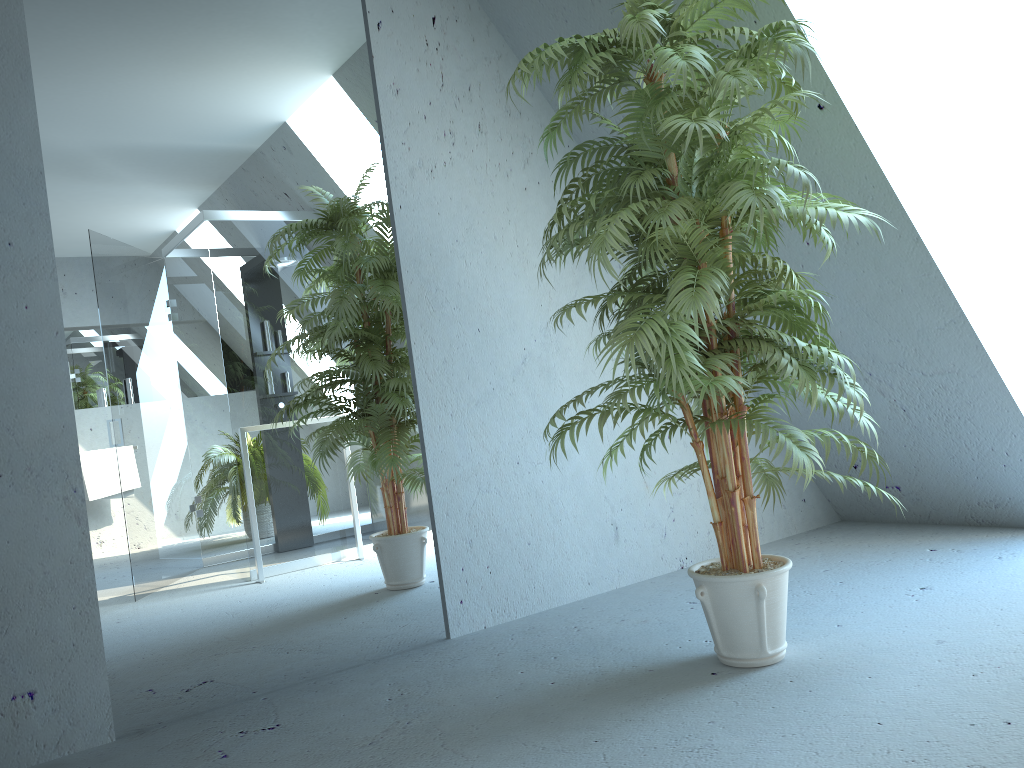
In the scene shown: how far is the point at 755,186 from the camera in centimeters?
213cm

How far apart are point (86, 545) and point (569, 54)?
1.9m

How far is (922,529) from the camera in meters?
3.9

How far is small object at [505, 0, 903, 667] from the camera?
2.1m

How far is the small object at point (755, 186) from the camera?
2.13m
